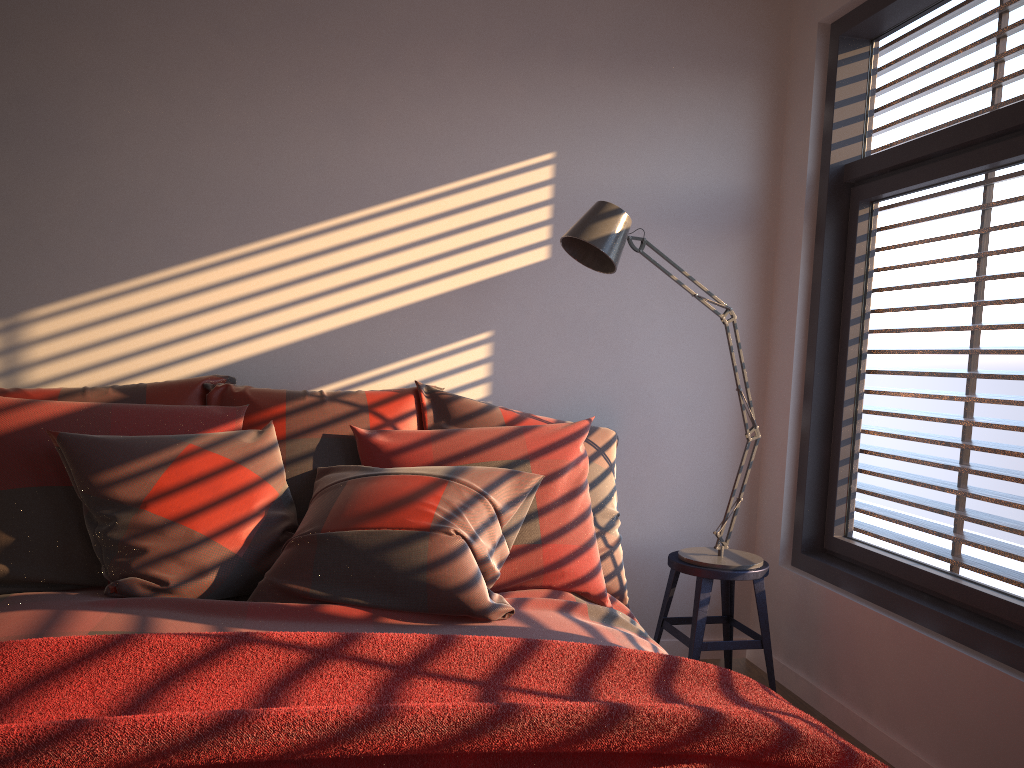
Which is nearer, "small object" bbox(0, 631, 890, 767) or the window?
"small object" bbox(0, 631, 890, 767)

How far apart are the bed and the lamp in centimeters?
40cm

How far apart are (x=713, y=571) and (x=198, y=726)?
2.0m

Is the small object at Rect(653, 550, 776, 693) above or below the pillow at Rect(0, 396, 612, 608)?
below

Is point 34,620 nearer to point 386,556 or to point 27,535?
point 27,535

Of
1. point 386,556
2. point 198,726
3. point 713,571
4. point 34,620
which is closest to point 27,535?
point 34,620

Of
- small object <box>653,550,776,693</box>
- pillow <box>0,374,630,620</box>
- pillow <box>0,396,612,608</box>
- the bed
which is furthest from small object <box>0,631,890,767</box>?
small object <box>653,550,776,693</box>

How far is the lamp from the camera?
2.6m

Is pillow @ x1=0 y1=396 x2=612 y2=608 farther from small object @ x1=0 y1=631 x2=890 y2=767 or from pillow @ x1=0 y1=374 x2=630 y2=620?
small object @ x1=0 y1=631 x2=890 y2=767

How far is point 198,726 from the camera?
1.10m
